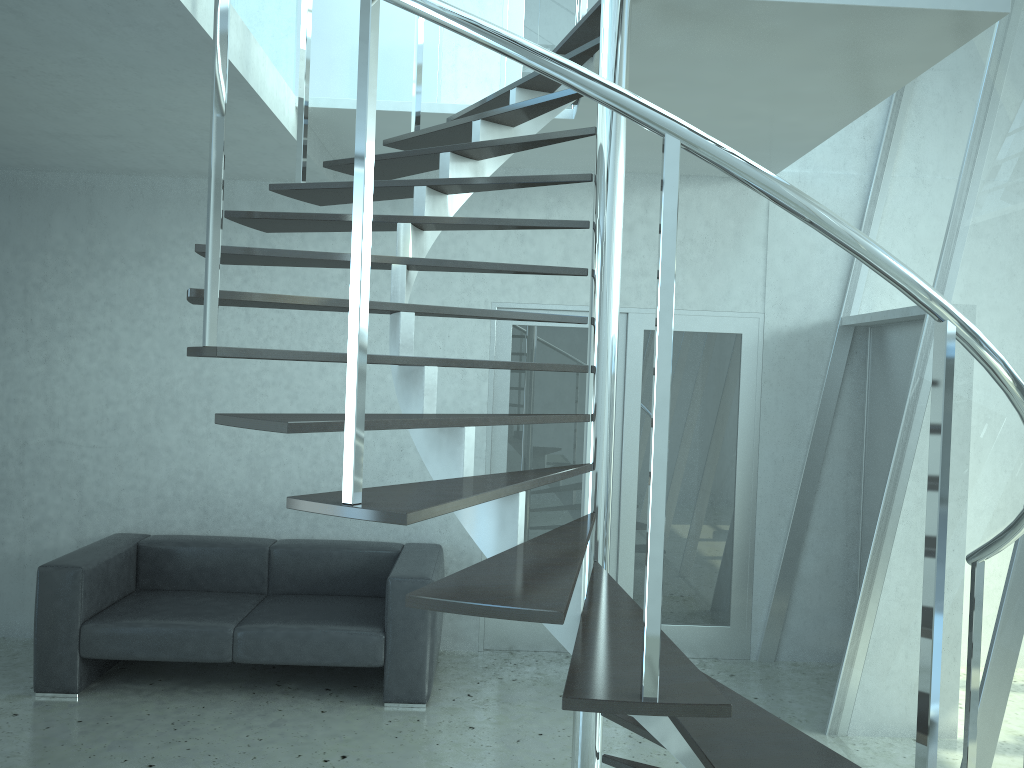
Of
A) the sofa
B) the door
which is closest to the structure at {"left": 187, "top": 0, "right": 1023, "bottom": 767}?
the door

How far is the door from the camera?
5.4m

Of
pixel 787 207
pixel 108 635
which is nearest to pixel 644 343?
pixel 108 635

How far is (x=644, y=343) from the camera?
5.42m

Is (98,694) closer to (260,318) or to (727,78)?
(260,318)

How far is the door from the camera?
5.42m

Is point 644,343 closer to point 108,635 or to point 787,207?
point 108,635

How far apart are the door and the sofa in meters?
0.6 m

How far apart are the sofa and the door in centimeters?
58cm

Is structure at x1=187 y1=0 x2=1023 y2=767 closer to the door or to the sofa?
the door
